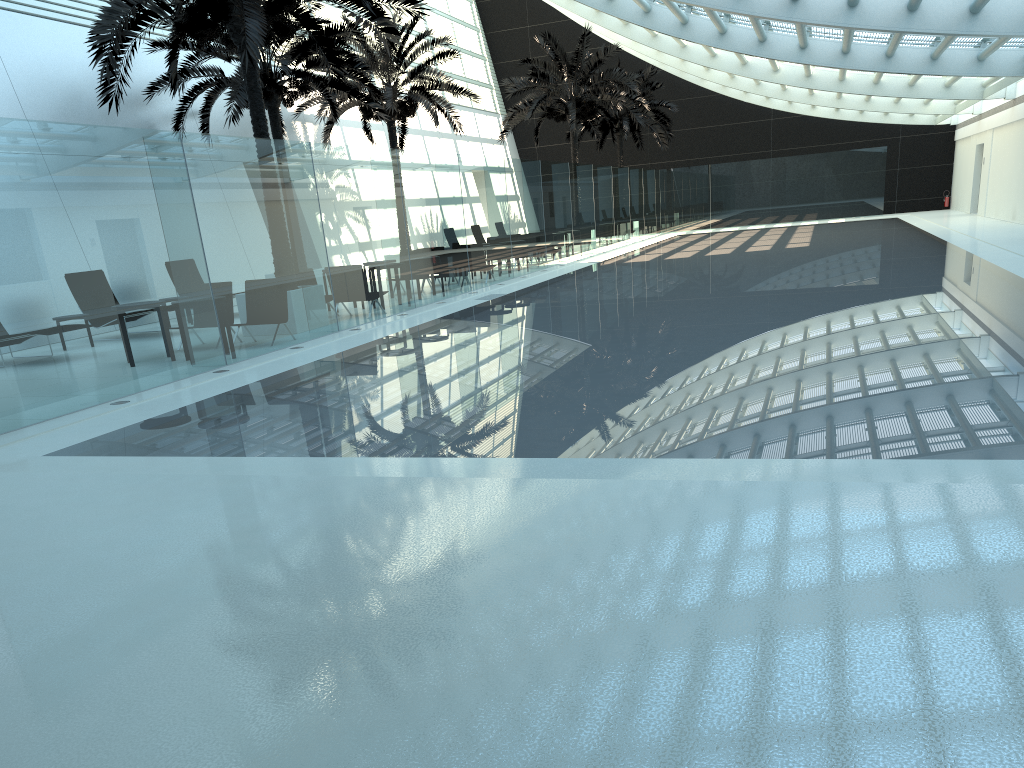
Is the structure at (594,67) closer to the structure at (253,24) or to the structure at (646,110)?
the structure at (646,110)

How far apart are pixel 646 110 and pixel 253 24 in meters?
27.3 m

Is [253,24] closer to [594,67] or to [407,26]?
[407,26]

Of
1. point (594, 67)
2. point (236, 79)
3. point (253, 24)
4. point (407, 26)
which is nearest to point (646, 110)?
point (594, 67)

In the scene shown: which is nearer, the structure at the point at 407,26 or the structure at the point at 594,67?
the structure at the point at 407,26

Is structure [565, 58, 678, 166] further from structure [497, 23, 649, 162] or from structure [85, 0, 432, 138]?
structure [85, 0, 432, 138]

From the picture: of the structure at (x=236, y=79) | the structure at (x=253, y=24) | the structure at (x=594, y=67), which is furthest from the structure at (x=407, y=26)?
the structure at (x=253, y=24)

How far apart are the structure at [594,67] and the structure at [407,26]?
3.65m

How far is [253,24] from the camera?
12.1 meters

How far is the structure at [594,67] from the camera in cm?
2957
